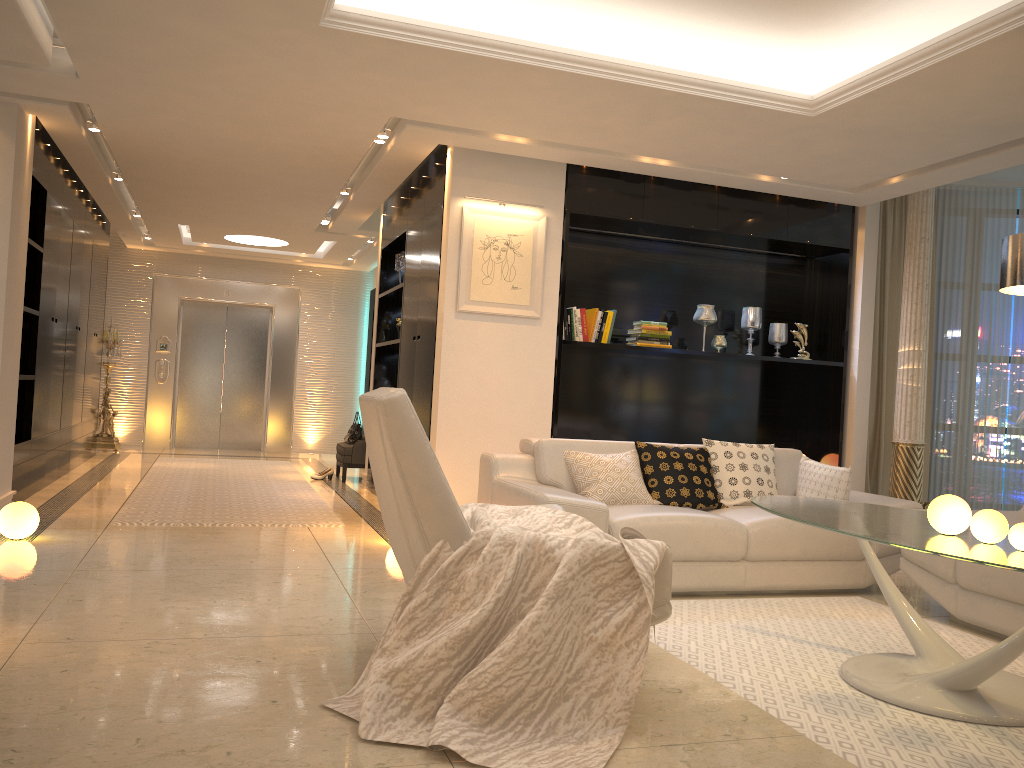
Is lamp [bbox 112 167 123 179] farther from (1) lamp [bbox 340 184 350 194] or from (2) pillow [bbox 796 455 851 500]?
(2) pillow [bbox 796 455 851 500]

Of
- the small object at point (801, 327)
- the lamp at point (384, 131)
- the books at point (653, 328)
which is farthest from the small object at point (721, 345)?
the lamp at point (384, 131)

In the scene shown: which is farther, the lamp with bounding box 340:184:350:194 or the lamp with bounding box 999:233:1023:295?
the lamp with bounding box 340:184:350:194

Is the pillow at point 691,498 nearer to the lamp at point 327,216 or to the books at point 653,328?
the books at point 653,328

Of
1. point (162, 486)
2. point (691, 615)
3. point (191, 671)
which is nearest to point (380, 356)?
point (162, 486)

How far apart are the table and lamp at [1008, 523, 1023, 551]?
0.0m

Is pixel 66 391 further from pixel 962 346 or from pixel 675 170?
pixel 962 346

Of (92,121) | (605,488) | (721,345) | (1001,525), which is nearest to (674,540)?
(605,488)

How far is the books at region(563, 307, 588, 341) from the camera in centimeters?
644cm

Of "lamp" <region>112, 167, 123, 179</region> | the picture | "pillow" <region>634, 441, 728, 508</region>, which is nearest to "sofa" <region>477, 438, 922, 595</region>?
"pillow" <region>634, 441, 728, 508</region>
